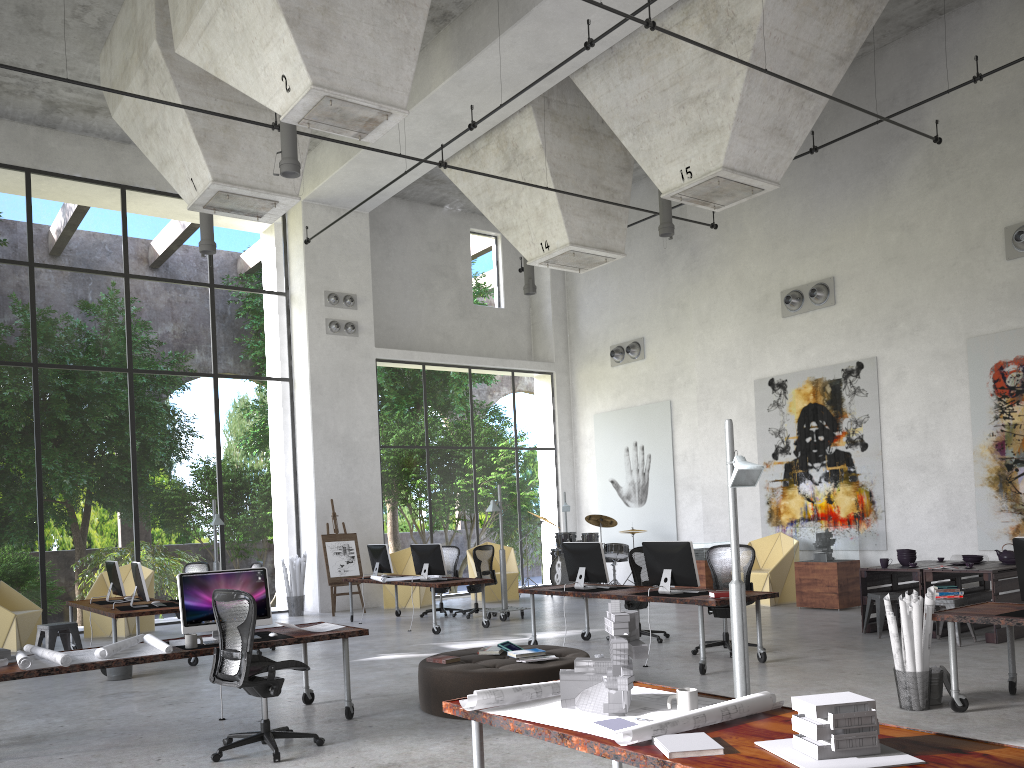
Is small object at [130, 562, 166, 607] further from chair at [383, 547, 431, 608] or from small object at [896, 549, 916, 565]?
small object at [896, 549, 916, 565]

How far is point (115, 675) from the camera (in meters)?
9.44

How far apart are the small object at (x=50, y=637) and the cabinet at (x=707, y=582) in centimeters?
949cm

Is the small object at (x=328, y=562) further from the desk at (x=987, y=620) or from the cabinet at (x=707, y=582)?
the desk at (x=987, y=620)

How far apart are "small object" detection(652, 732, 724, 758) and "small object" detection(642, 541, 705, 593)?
5.8m

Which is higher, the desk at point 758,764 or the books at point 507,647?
the desk at point 758,764

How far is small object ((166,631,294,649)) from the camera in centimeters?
688cm

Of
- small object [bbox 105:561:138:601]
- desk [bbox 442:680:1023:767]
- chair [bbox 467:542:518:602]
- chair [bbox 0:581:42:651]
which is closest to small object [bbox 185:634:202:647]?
desk [bbox 442:680:1023:767]

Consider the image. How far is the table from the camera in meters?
9.3

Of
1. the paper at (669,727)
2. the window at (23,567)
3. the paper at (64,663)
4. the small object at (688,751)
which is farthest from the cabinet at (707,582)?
the small object at (688,751)
